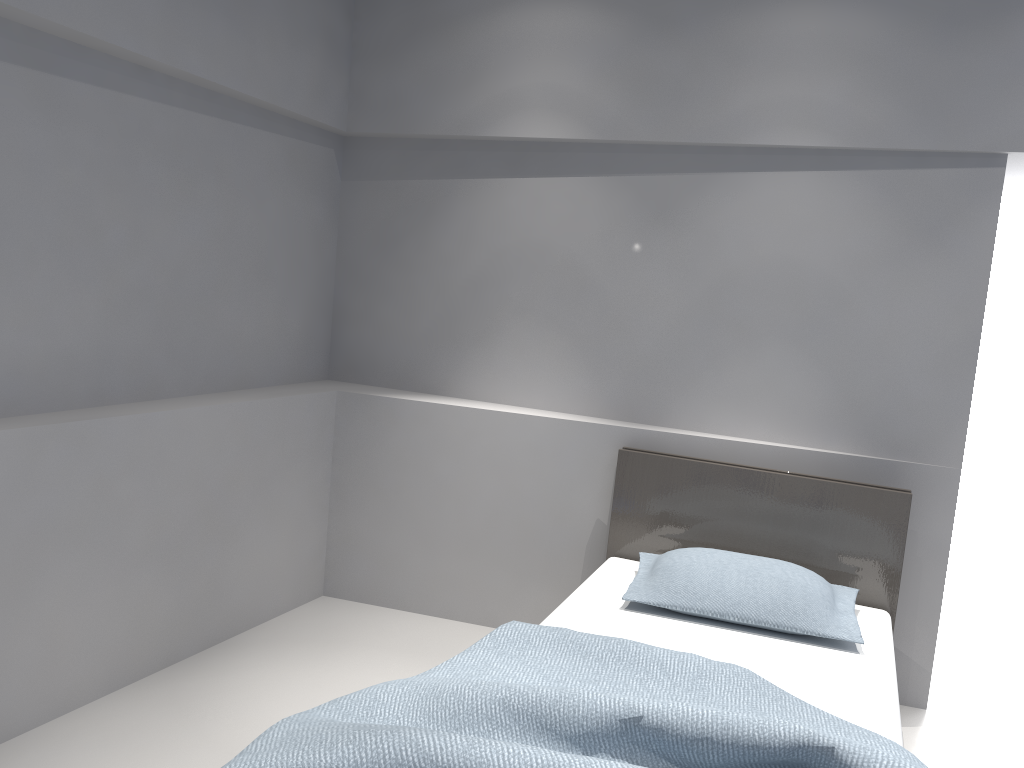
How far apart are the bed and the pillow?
0.03m

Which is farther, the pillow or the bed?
the pillow

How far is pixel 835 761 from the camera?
1.67m

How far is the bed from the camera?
1.7 meters

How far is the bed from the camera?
1.7m

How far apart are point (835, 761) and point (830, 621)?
1.1 meters

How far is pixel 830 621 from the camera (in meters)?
2.67

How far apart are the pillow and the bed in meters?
0.0

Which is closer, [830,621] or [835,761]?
[835,761]
